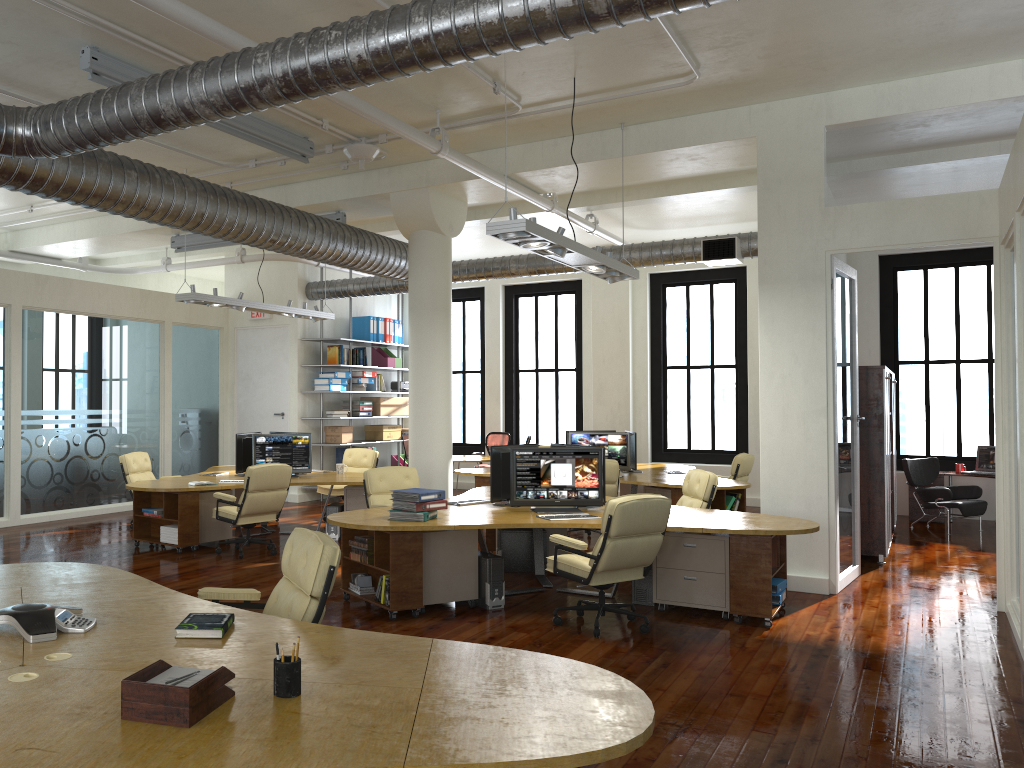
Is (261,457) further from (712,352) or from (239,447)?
(712,352)

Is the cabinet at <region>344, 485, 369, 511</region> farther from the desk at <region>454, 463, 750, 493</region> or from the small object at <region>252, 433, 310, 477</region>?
the desk at <region>454, 463, 750, 493</region>

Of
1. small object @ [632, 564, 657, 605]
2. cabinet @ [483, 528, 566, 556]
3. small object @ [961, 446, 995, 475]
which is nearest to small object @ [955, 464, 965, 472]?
small object @ [961, 446, 995, 475]

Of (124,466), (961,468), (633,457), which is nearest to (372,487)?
(124,466)

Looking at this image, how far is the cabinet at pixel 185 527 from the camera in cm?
986

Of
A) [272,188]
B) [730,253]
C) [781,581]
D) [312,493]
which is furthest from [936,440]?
[272,188]

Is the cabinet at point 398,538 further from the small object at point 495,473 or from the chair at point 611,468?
the chair at point 611,468

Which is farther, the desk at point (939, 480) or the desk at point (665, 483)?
the desk at point (939, 480)

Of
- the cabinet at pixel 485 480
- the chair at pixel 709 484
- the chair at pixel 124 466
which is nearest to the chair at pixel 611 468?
the chair at pixel 709 484

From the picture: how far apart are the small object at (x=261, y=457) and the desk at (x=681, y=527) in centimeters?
263cm
